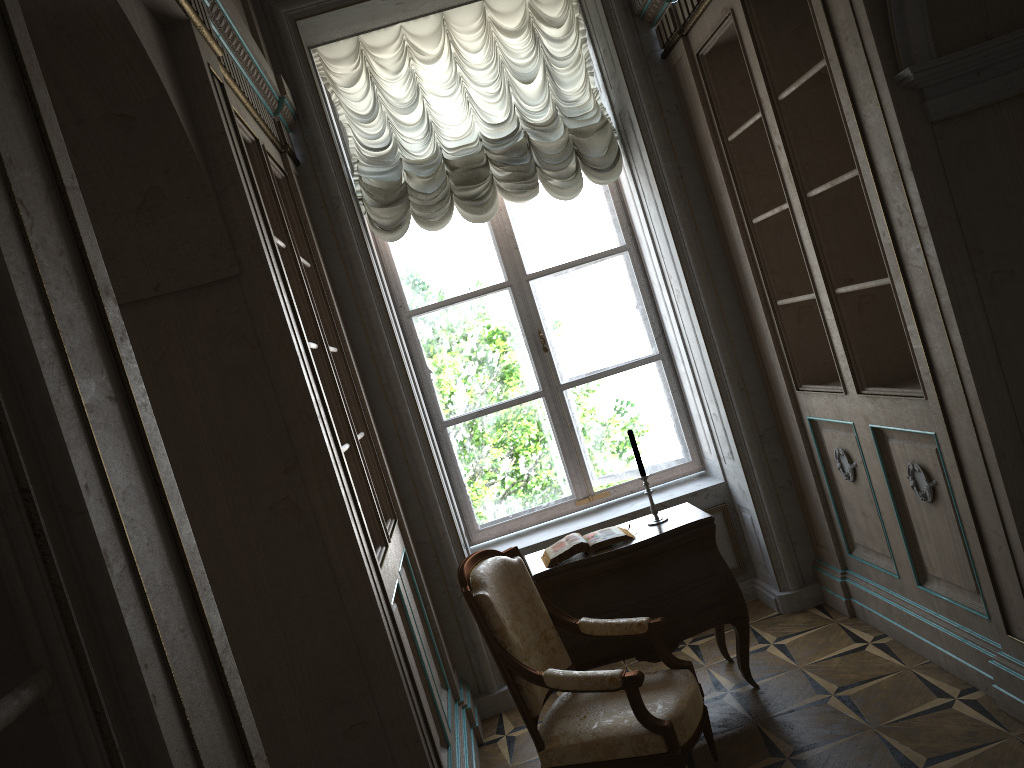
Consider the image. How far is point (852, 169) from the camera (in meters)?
3.56

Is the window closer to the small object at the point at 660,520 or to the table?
the table

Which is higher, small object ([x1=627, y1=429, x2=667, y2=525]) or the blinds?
the blinds

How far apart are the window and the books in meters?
1.2

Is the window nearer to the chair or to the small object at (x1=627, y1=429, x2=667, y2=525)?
the small object at (x1=627, y1=429, x2=667, y2=525)

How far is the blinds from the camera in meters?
4.7

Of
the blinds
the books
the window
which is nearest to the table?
the books

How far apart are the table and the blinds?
1.8 meters

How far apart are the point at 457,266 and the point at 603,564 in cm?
210

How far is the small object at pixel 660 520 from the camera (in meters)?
3.92
